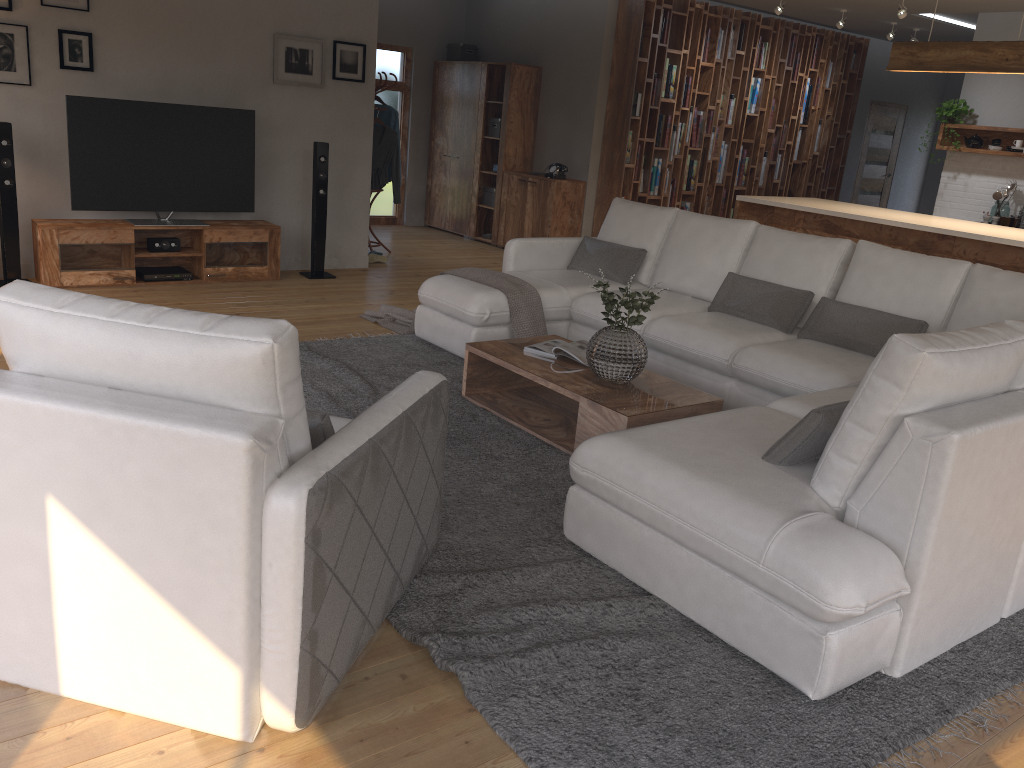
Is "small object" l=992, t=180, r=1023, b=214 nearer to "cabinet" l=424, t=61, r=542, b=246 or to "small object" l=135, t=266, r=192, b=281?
"cabinet" l=424, t=61, r=542, b=246

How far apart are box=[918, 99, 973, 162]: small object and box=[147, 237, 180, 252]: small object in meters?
7.2 m

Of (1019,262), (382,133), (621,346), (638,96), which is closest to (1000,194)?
(1019,262)

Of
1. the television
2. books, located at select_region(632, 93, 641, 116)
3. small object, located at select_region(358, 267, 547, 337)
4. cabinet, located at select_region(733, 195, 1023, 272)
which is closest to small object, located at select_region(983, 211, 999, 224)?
cabinet, located at select_region(733, 195, 1023, 272)

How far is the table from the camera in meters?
3.8

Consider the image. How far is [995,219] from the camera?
8.4m

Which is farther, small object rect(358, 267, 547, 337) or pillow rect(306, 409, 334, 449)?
small object rect(358, 267, 547, 337)

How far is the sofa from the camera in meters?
2.4

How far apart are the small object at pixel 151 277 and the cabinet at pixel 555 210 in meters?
3.8 m

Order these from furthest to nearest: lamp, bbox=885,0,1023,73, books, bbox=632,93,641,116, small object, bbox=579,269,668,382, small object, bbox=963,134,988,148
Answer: books, bbox=632,93,641,116, small object, bbox=963,134,988,148, lamp, bbox=885,0,1023,73, small object, bbox=579,269,668,382
